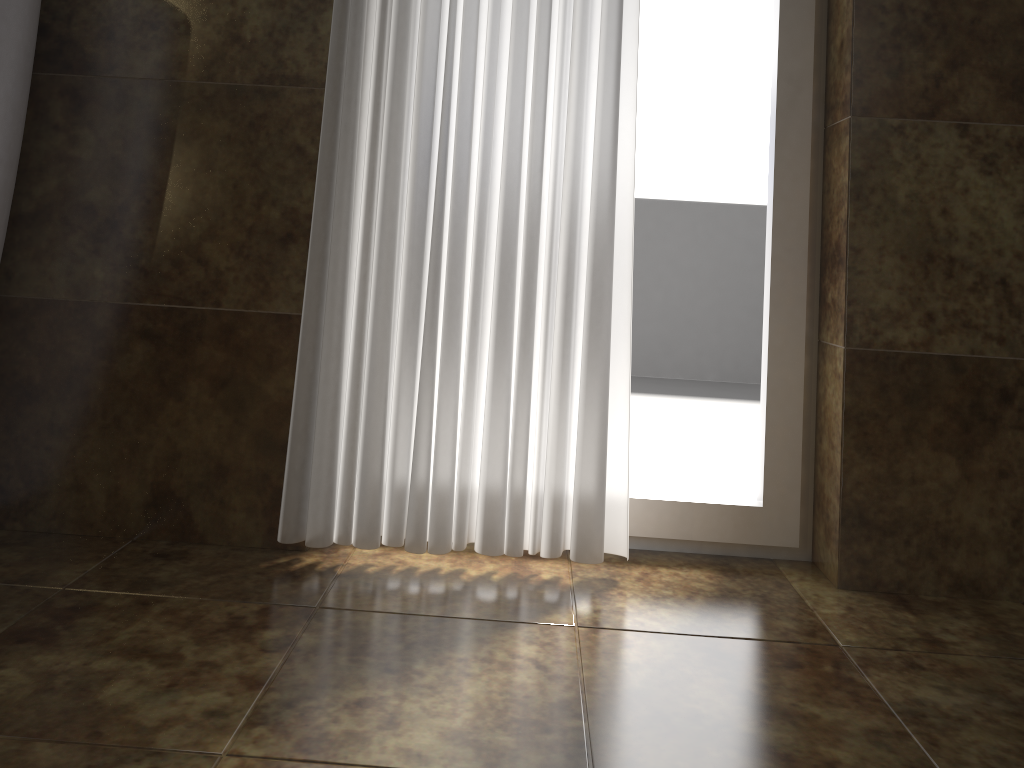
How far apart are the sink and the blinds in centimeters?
40cm

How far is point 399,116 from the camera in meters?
1.3 m

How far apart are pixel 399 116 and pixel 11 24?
0.51m

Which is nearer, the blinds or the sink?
the sink

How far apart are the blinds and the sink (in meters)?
0.40

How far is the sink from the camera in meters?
1.1

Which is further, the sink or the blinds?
the blinds

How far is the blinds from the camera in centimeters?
126cm
